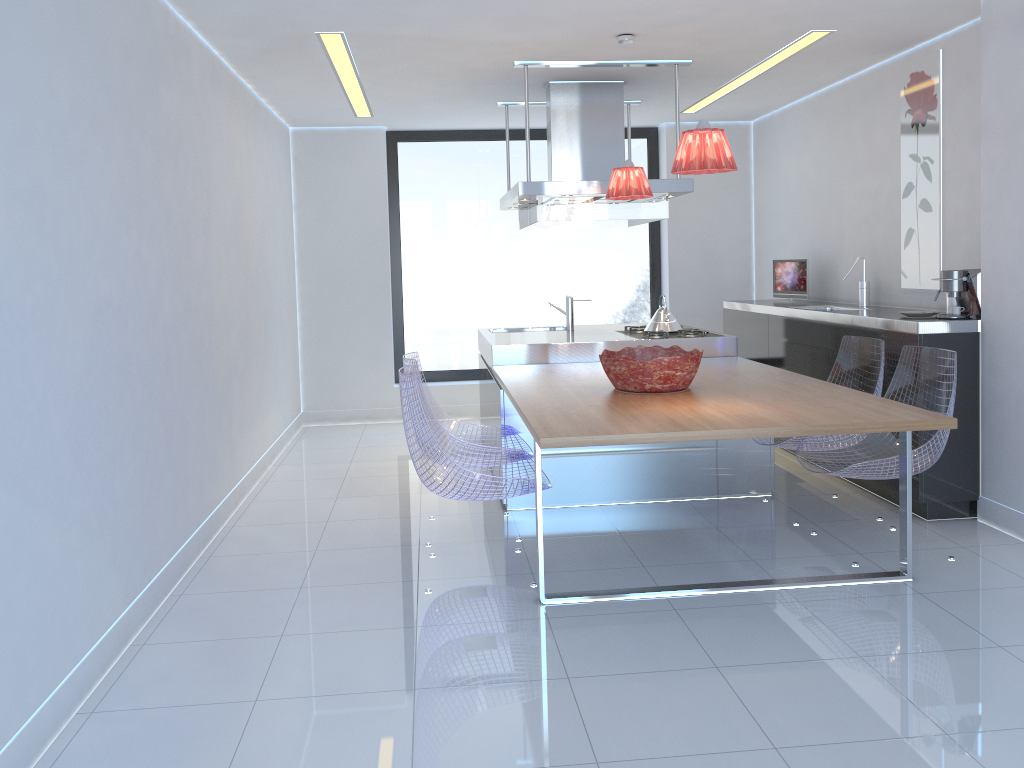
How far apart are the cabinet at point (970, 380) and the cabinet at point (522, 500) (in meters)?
0.55

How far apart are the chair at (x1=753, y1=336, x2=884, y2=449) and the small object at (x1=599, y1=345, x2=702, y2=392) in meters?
0.6

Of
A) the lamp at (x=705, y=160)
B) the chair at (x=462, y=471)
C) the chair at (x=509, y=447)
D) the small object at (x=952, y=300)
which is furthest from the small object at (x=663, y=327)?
the lamp at (x=705, y=160)

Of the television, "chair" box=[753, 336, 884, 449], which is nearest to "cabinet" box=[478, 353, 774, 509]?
"chair" box=[753, 336, 884, 449]

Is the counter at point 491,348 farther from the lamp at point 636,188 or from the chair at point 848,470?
the chair at point 848,470

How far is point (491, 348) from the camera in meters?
5.2

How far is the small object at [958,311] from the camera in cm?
429

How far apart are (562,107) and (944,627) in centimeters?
388cm

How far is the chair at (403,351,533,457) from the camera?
4.57m

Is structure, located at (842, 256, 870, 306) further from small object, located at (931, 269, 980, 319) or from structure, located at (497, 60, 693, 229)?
structure, located at (497, 60, 693, 229)
